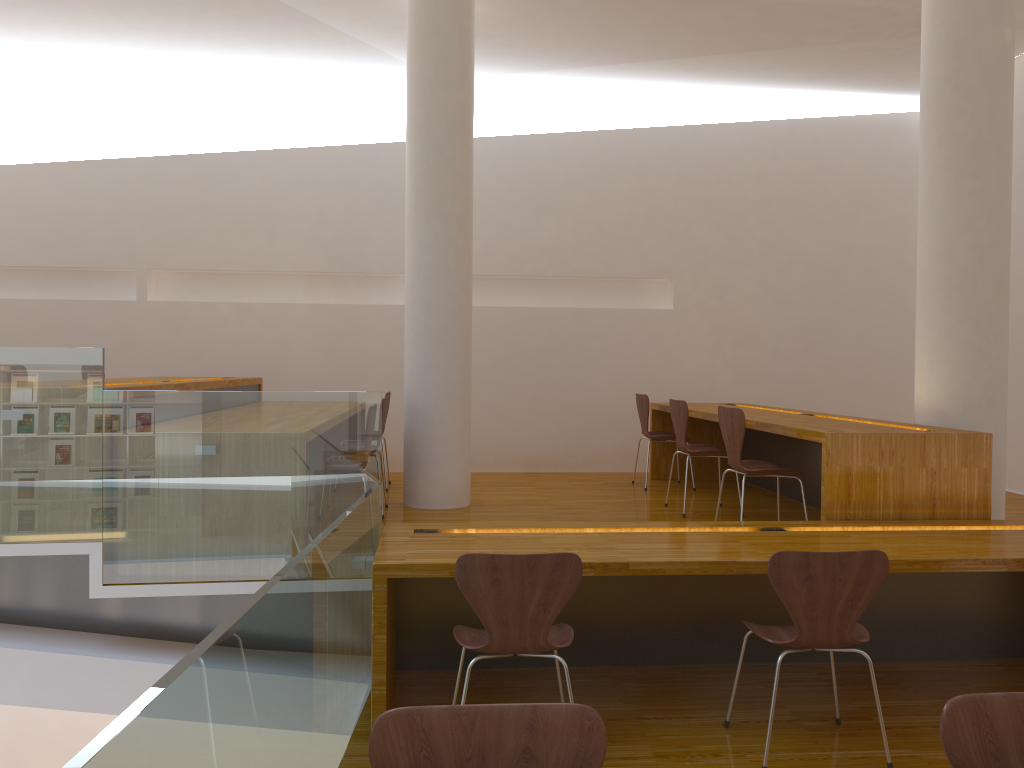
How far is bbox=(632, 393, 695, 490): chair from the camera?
6.4m

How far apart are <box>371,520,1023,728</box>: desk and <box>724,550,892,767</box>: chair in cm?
18

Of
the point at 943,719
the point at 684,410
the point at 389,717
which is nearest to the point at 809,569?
the point at 943,719

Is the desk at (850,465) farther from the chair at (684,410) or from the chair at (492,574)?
the chair at (492,574)

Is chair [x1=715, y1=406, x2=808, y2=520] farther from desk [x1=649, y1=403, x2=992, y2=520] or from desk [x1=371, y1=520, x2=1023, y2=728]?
desk [x1=371, y1=520, x2=1023, y2=728]

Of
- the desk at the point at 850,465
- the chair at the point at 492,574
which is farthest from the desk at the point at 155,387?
the desk at the point at 850,465

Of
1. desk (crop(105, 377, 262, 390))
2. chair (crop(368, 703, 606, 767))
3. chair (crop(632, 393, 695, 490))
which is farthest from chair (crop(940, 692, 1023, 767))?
chair (crop(632, 393, 695, 490))

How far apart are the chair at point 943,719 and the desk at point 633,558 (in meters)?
1.48

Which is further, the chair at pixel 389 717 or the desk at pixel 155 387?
the desk at pixel 155 387

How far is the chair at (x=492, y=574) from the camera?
2.7m
